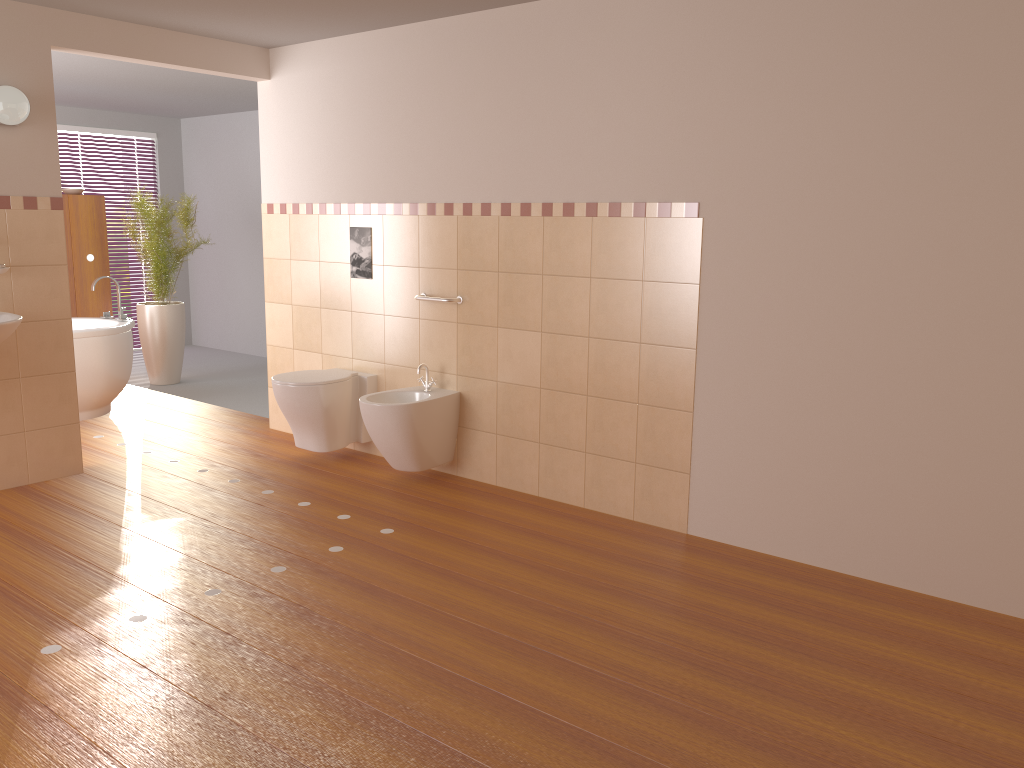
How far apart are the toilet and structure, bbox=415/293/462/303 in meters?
0.6

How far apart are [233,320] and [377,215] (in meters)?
4.49

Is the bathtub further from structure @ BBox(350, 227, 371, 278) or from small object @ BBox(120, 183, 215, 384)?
structure @ BBox(350, 227, 371, 278)

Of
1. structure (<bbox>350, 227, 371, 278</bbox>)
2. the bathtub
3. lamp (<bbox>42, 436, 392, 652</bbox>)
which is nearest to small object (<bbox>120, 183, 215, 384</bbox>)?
the bathtub

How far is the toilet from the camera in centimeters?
460cm

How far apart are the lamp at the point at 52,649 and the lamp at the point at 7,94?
2.4 meters

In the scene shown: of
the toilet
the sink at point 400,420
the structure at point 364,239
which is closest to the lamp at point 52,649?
the sink at point 400,420

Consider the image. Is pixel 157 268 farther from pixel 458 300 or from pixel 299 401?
pixel 458 300

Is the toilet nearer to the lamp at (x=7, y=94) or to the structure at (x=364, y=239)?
the structure at (x=364, y=239)

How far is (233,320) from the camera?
8.7 meters
